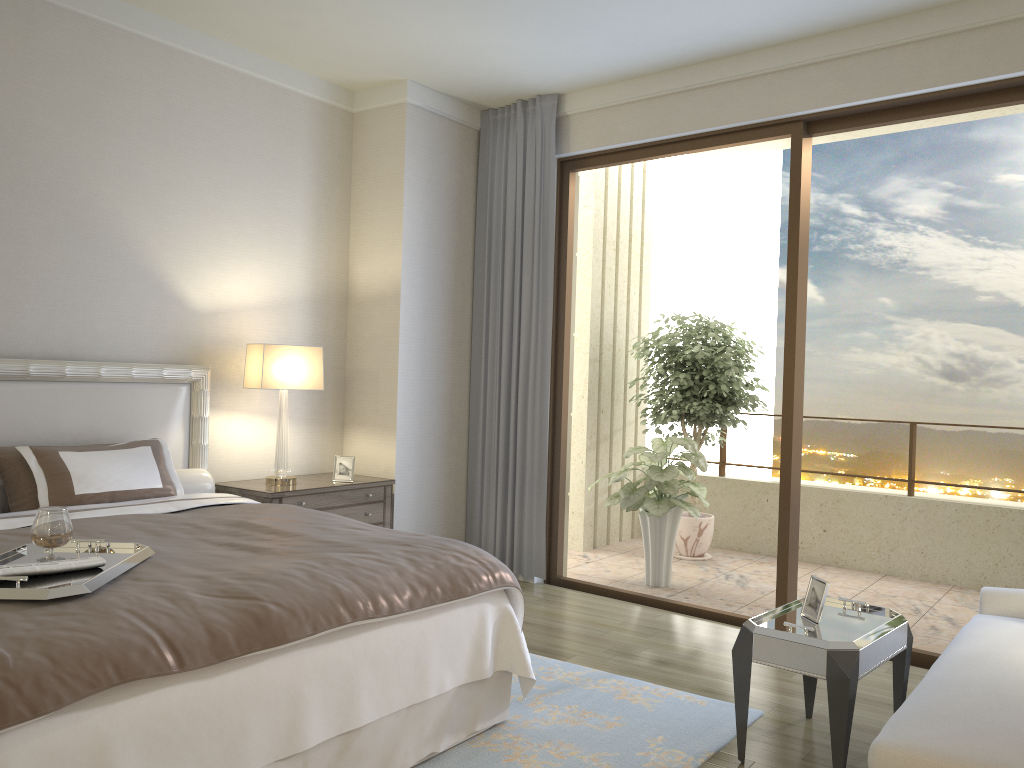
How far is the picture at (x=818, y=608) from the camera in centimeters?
315cm

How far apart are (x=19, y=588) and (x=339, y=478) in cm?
295

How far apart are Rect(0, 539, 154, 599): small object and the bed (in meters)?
0.02

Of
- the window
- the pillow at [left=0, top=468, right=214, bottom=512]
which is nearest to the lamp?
the pillow at [left=0, top=468, right=214, bottom=512]

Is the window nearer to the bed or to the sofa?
the sofa

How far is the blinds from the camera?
5.6m

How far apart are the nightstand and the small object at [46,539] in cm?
196

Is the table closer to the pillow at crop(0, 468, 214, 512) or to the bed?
the bed

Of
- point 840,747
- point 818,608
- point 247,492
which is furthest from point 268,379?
point 840,747

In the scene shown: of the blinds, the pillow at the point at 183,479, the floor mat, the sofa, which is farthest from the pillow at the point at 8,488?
the sofa
